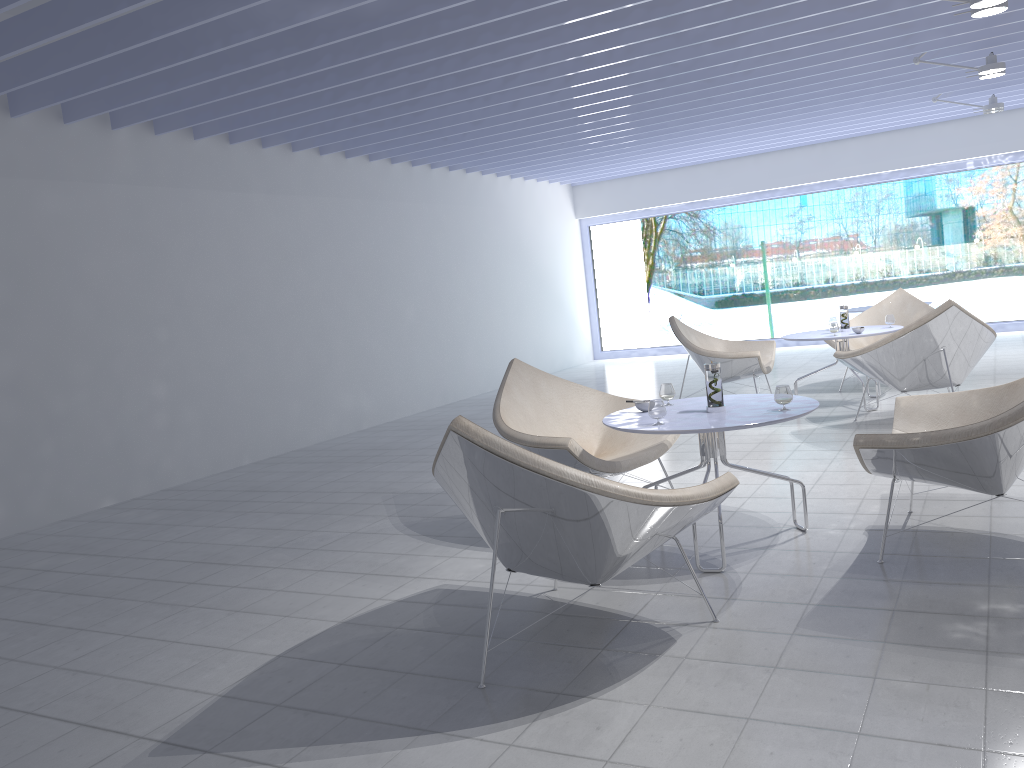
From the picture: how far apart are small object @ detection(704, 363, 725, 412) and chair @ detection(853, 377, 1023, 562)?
0.55m

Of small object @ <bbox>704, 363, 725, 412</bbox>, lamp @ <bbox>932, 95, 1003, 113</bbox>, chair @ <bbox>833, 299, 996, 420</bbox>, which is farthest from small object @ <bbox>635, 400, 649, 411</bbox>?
lamp @ <bbox>932, 95, 1003, 113</bbox>

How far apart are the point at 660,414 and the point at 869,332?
3.4 meters

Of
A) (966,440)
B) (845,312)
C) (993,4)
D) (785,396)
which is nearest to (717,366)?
(785,396)

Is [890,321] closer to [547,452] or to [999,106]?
[999,106]

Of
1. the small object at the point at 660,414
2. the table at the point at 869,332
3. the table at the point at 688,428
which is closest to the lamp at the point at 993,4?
the table at the point at 869,332

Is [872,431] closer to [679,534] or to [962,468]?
[679,534]

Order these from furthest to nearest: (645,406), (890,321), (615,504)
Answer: (890,321)
(645,406)
(615,504)

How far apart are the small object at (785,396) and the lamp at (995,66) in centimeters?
435cm

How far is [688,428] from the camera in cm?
311
